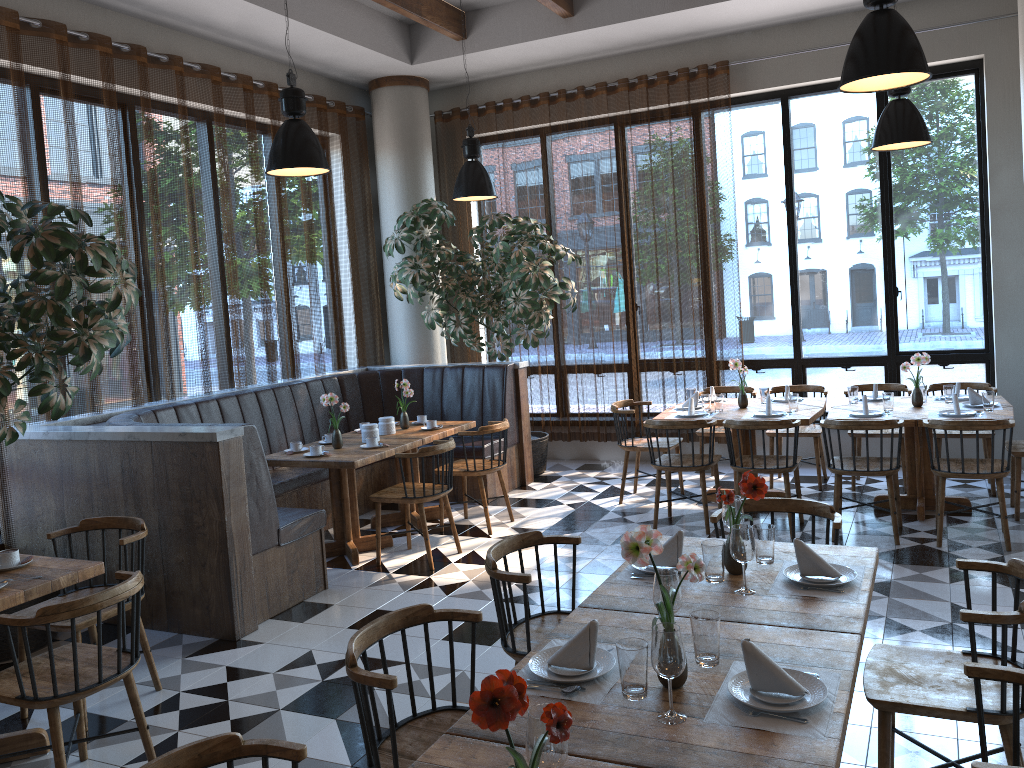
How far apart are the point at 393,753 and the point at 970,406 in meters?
5.3 m

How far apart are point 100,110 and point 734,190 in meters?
5.6 m

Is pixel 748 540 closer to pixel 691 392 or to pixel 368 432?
pixel 368 432

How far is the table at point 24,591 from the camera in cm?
345

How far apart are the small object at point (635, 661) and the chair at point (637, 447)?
5.0 meters

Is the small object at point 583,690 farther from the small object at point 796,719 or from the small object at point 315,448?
the small object at point 315,448

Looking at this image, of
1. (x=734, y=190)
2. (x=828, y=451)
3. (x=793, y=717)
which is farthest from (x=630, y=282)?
(x=793, y=717)

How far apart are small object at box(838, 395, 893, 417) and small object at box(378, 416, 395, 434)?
3.4 meters

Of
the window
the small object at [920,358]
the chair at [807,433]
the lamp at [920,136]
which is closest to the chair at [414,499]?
the chair at [807,433]

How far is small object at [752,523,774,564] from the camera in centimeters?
313cm
